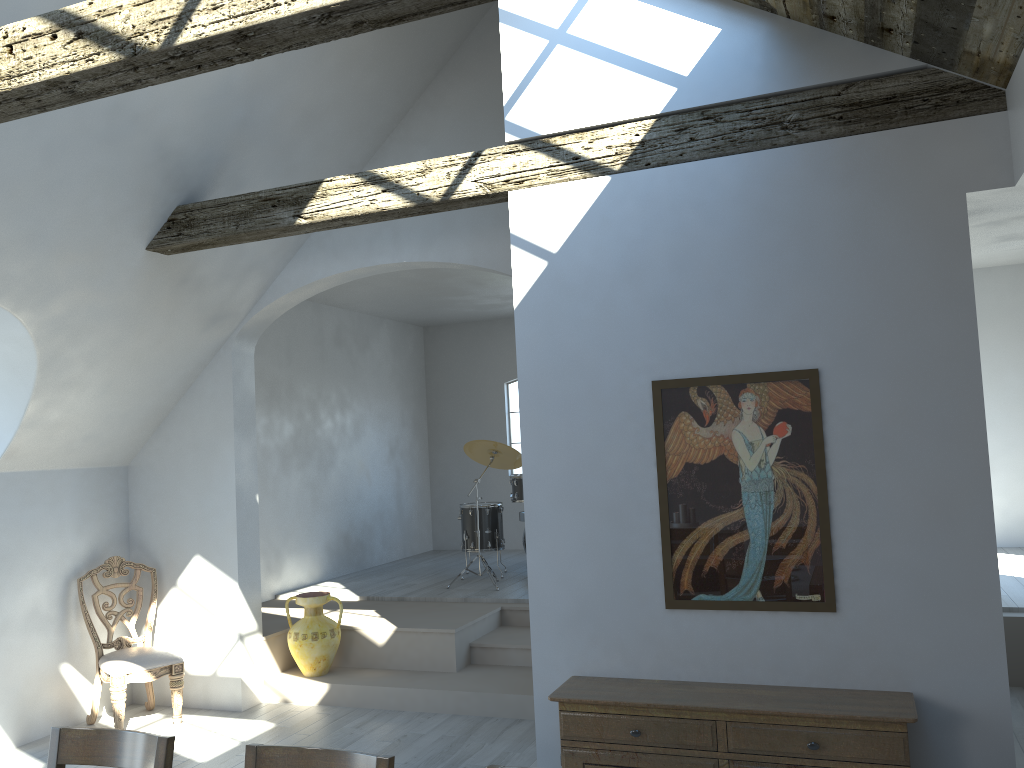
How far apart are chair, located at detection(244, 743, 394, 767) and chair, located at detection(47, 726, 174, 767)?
0.29m

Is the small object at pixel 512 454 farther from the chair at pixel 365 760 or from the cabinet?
the chair at pixel 365 760

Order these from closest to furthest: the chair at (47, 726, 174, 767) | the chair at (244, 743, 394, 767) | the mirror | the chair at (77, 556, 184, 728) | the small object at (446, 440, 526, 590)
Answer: the chair at (244, 743, 394, 767) < the chair at (47, 726, 174, 767) < the mirror < the chair at (77, 556, 184, 728) < the small object at (446, 440, 526, 590)

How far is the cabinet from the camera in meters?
3.4 m

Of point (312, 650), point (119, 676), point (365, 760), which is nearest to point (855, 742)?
point (365, 760)

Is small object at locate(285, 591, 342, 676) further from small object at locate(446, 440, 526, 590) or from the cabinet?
the cabinet

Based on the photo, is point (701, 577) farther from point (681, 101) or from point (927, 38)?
point (927, 38)

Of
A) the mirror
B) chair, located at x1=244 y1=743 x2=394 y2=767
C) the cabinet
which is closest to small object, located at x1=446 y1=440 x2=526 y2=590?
the cabinet

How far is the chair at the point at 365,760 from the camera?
2.4m

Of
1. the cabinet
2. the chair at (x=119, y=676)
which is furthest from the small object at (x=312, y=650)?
the cabinet
